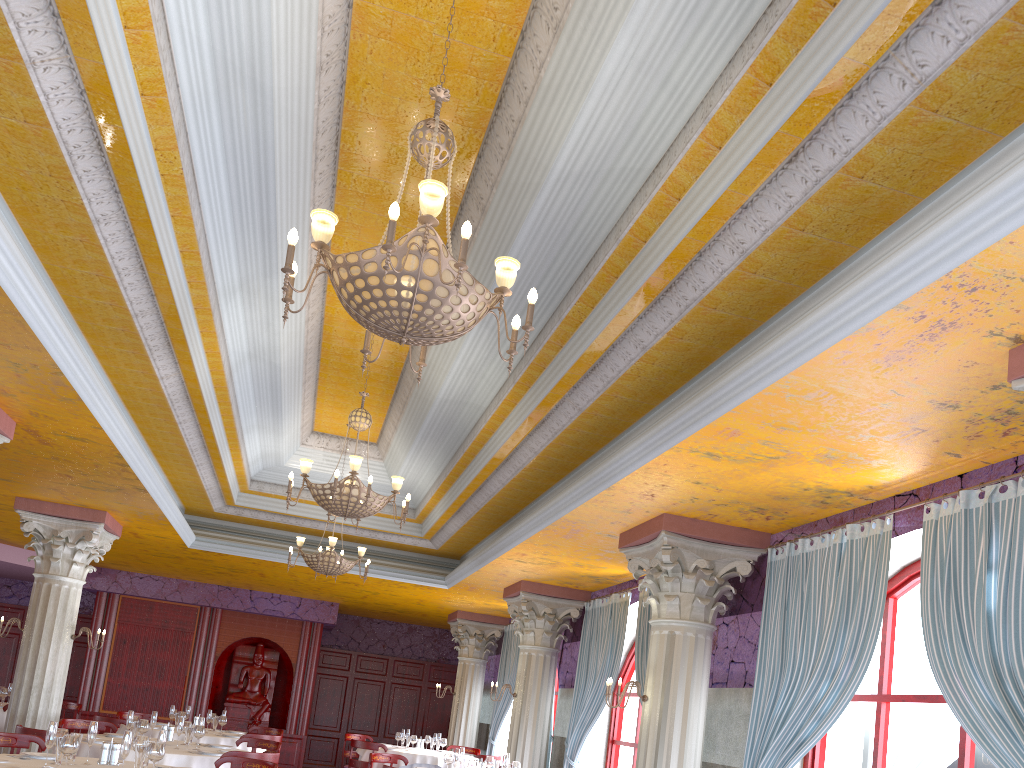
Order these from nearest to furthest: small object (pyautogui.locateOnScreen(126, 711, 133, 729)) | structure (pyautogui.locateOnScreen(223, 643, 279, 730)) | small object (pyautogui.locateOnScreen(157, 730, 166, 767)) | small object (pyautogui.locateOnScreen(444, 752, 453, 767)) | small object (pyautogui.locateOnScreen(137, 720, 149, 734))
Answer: small object (pyautogui.locateOnScreen(157, 730, 166, 767)) < small object (pyautogui.locateOnScreen(137, 720, 149, 734)) < small object (pyautogui.locateOnScreen(126, 711, 133, 729)) < small object (pyautogui.locateOnScreen(444, 752, 453, 767)) < structure (pyautogui.locateOnScreen(223, 643, 279, 730))

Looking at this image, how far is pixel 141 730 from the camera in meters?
8.3 m

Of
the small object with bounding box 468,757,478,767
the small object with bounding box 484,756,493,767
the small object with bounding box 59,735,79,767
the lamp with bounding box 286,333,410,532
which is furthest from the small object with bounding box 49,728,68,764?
the small object with bounding box 484,756,493,767

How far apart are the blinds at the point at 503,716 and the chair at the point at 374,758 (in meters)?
4.89

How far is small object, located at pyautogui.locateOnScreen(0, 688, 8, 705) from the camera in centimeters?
1192cm

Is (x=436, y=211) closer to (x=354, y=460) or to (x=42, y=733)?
(x=354, y=460)

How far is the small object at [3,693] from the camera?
11.9m

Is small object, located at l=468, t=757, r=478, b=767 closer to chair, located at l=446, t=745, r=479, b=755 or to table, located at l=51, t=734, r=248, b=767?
table, located at l=51, t=734, r=248, b=767

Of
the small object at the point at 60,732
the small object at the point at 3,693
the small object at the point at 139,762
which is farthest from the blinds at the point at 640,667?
the small object at the point at 3,693

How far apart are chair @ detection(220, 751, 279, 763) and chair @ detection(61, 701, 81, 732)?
6.61m
